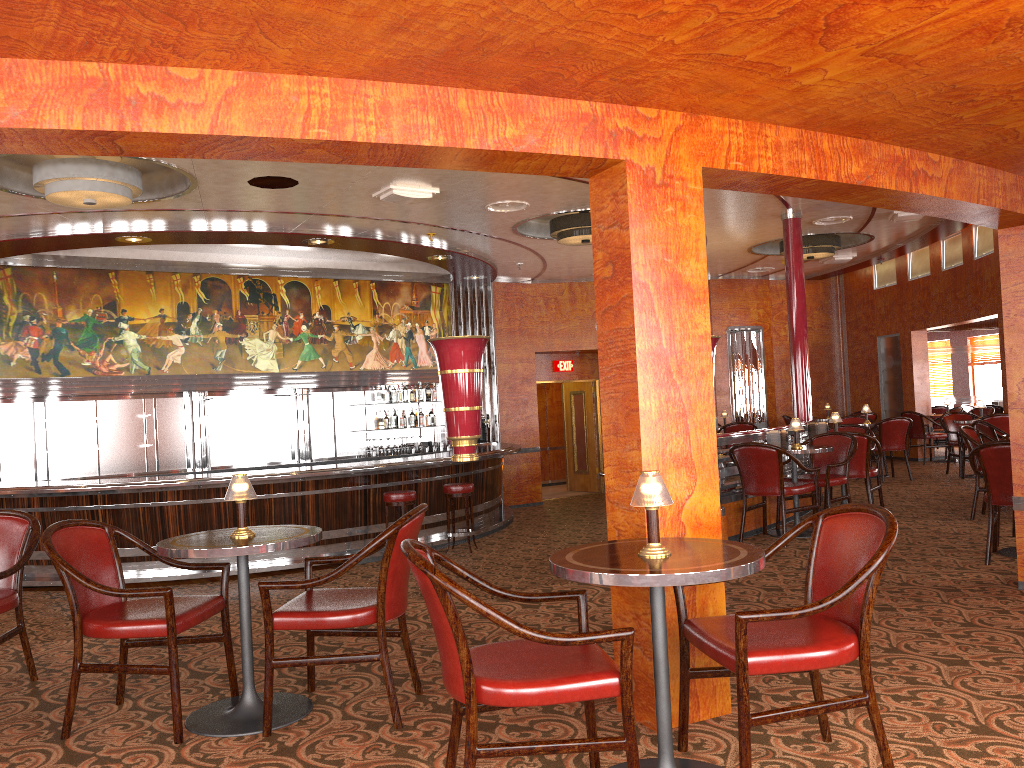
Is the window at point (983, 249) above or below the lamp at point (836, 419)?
above

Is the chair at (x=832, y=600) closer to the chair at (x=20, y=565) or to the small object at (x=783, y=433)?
the chair at (x=20, y=565)

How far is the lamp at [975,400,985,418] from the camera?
11.2 meters

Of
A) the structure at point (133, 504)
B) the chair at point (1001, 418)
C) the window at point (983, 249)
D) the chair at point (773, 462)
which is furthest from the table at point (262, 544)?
the window at point (983, 249)

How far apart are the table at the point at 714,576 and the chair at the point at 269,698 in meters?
0.8 m

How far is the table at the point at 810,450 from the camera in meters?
7.1

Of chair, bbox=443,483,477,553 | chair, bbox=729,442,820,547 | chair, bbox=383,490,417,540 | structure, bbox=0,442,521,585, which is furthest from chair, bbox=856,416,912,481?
chair, bbox=383,490,417,540

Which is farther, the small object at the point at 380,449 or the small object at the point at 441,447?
the small object at the point at 441,447

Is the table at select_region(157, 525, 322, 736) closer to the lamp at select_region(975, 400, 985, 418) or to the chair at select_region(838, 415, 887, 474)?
the lamp at select_region(975, 400, 985, 418)

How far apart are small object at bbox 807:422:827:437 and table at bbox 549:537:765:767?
6.34m
